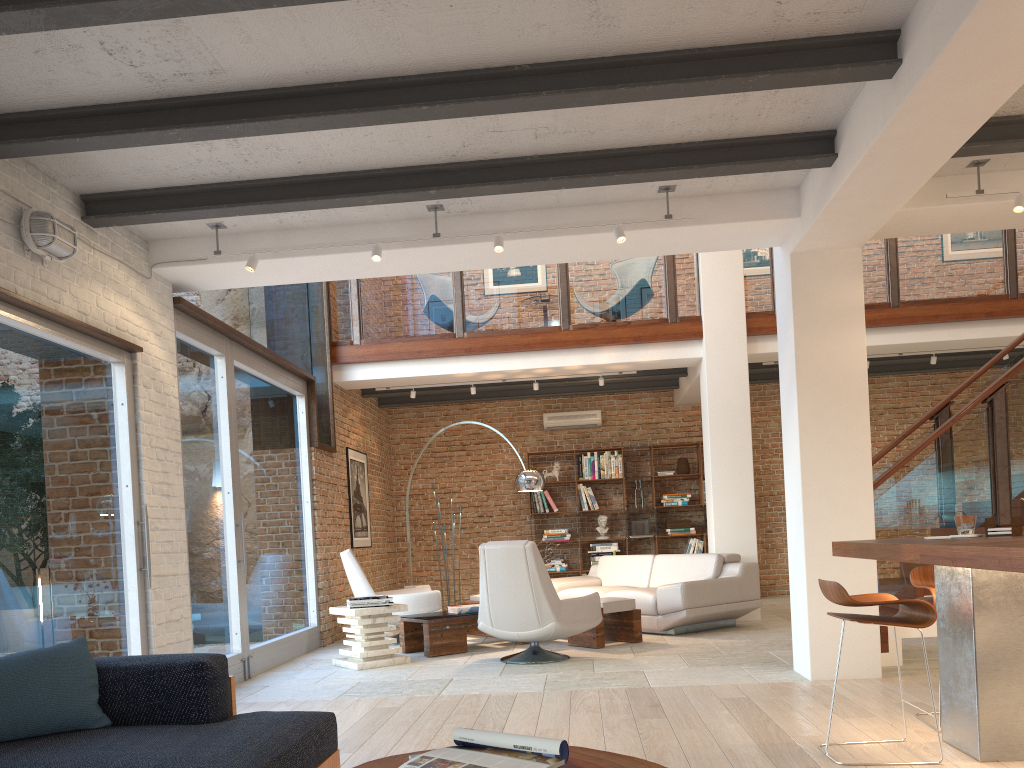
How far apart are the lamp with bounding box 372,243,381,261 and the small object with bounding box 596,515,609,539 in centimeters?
726cm

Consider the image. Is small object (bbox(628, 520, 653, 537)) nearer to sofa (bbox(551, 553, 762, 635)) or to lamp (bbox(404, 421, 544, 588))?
sofa (bbox(551, 553, 762, 635))

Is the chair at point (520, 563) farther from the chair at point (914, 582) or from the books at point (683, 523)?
the books at point (683, 523)

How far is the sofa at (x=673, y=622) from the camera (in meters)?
7.98

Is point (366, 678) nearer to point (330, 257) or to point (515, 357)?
point (330, 257)

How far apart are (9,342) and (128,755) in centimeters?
266cm

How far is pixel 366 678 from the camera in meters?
6.4

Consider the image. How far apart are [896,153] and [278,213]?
3.6m

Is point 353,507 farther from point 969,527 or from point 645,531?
point 969,527

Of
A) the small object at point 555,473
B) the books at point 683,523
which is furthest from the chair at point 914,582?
the small object at point 555,473
